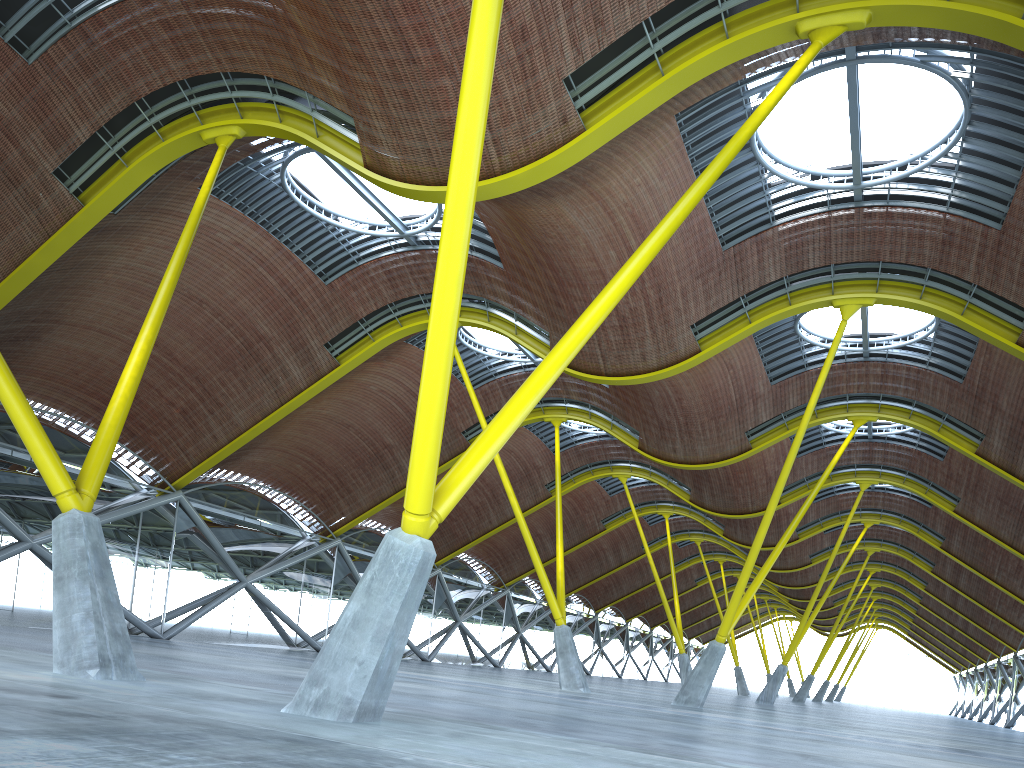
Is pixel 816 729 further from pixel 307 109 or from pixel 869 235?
pixel 307 109
